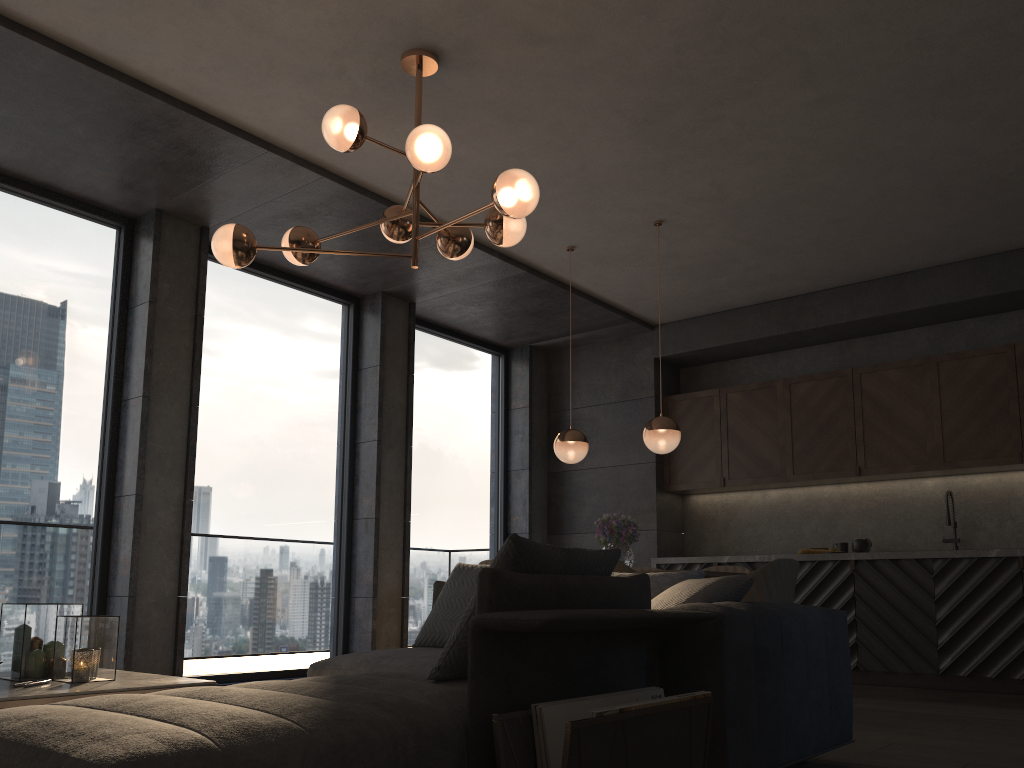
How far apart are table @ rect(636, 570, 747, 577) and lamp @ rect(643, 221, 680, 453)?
0.8m

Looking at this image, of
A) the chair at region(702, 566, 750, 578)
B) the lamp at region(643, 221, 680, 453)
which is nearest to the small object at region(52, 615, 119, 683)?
the lamp at region(643, 221, 680, 453)

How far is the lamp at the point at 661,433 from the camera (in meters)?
5.47

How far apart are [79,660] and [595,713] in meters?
1.9

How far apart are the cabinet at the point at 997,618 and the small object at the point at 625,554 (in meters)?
1.71

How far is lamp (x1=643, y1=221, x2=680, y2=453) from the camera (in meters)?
5.47

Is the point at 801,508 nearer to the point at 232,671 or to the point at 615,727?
the point at 232,671

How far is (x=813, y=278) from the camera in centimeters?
689cm

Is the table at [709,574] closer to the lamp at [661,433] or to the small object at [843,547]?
the lamp at [661,433]

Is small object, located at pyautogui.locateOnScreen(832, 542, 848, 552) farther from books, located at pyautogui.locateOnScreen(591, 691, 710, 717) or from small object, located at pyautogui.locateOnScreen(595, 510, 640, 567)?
books, located at pyautogui.locateOnScreen(591, 691, 710, 717)
